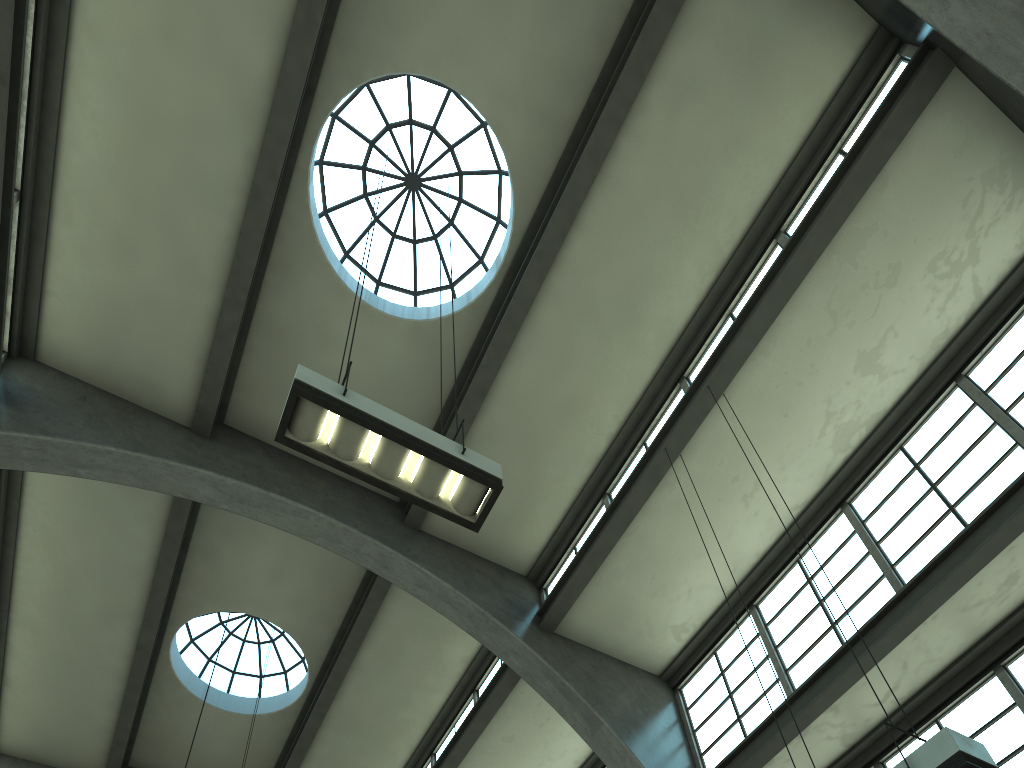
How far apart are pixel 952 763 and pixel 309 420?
4.6m

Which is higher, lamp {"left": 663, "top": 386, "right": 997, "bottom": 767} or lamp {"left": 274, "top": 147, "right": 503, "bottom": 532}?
lamp {"left": 274, "top": 147, "right": 503, "bottom": 532}

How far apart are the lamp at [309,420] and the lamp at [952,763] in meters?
3.1

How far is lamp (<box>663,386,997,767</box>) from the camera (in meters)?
4.82

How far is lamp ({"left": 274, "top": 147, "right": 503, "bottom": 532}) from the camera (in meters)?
5.62

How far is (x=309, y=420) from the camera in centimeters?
562cm

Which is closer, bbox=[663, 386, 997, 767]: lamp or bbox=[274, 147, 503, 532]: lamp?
bbox=[663, 386, 997, 767]: lamp

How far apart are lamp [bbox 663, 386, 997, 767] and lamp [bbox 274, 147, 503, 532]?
3.1m
